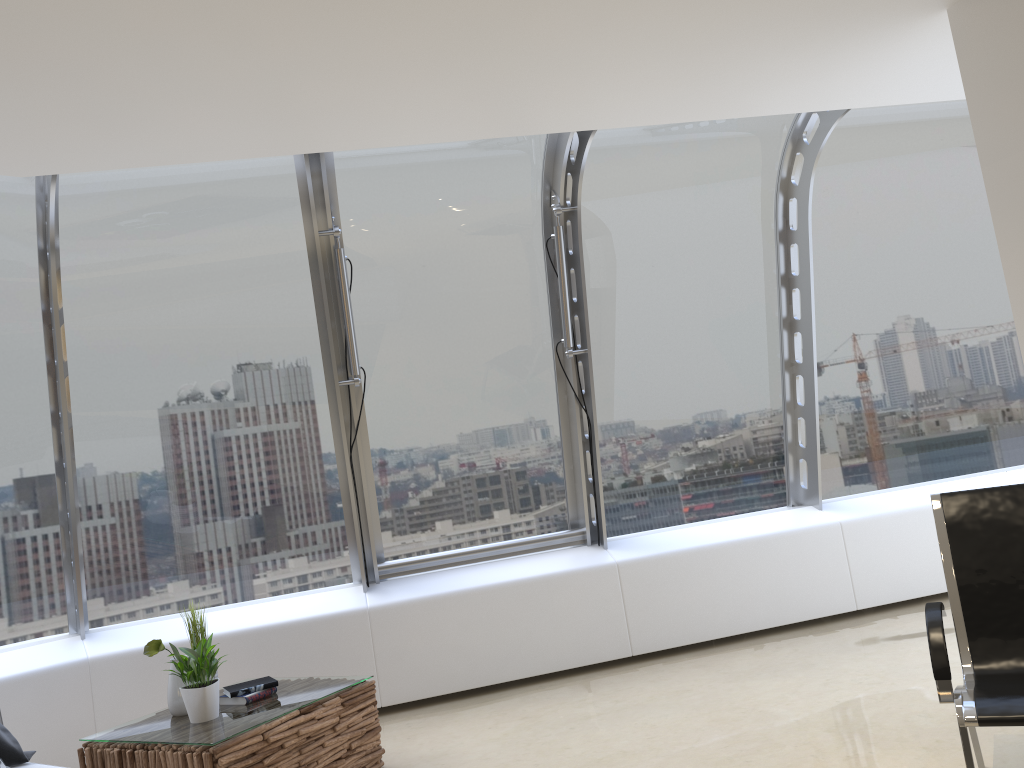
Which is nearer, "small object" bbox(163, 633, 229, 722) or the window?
"small object" bbox(163, 633, 229, 722)

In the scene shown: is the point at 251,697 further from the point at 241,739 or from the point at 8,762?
the point at 8,762

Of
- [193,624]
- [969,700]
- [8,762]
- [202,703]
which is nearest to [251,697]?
[202,703]

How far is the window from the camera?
5.1m

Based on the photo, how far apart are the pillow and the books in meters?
0.8 m

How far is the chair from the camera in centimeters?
248cm

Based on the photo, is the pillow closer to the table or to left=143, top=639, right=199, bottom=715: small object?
the table

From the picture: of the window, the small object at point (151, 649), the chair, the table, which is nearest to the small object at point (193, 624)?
the small object at point (151, 649)

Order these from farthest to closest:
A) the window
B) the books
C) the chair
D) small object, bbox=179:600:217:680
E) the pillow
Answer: the window, small object, bbox=179:600:217:680, the books, the pillow, the chair

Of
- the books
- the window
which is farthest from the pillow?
the window
